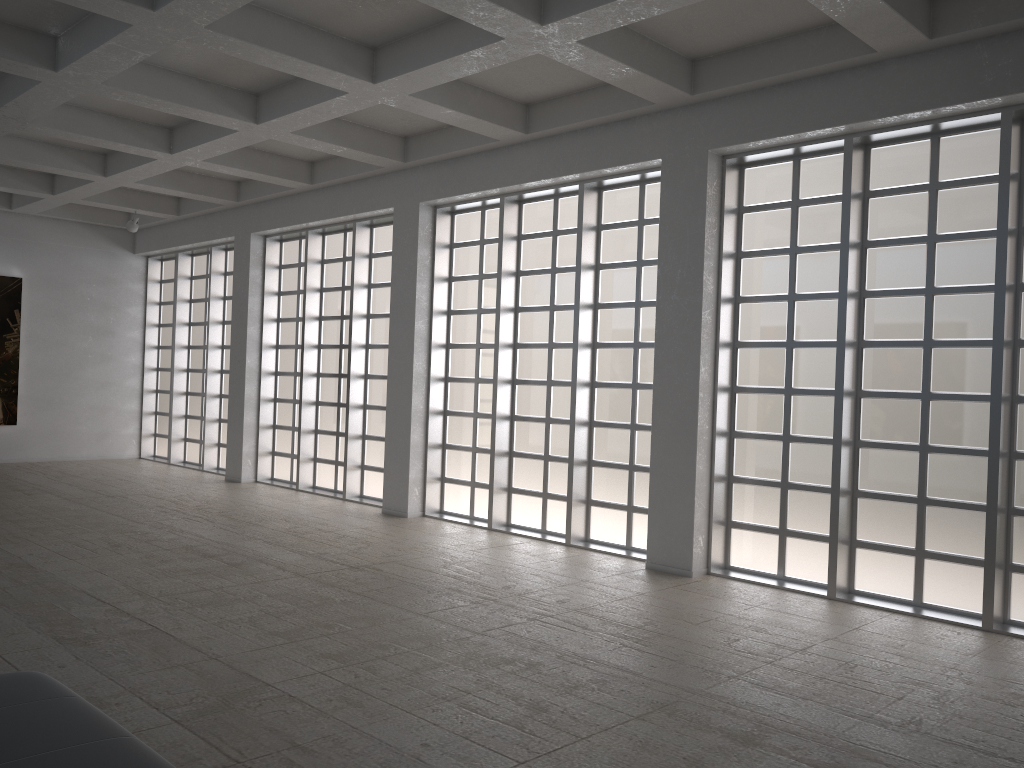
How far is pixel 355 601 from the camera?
13.4m

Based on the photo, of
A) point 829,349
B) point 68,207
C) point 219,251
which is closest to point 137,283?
point 68,207
